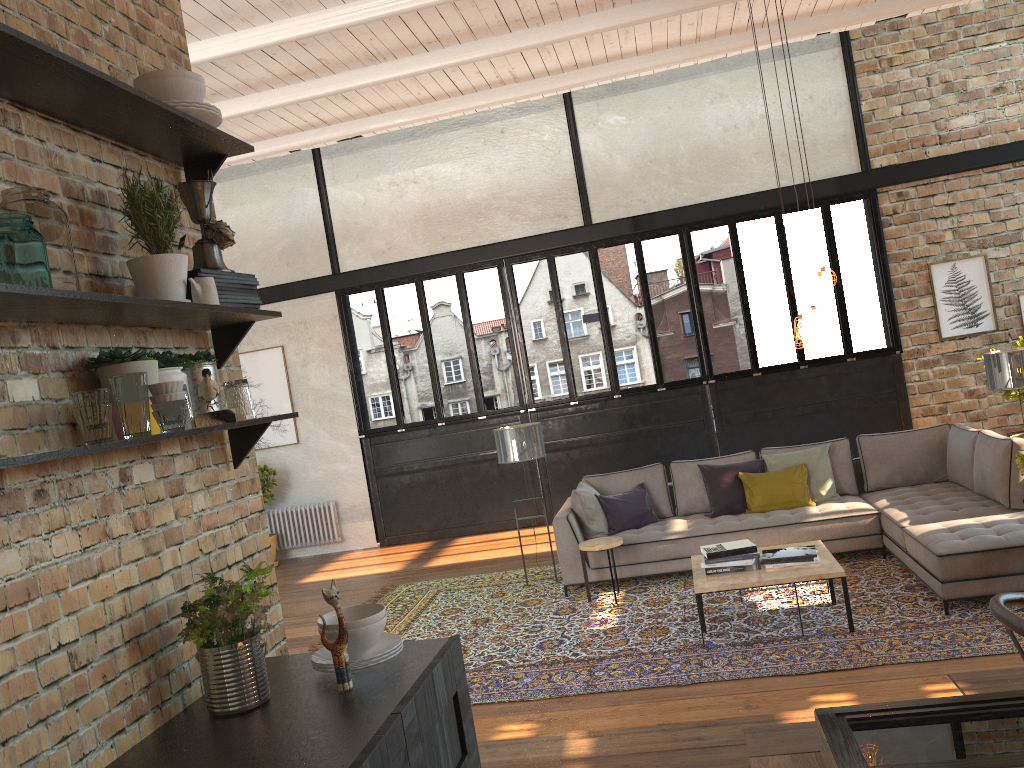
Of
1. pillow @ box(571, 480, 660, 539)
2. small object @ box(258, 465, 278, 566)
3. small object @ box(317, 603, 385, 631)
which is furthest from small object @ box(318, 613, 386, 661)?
small object @ box(258, 465, 278, 566)

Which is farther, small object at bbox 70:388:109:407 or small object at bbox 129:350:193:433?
small object at bbox 129:350:193:433

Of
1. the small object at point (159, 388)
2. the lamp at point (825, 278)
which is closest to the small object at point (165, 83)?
the small object at point (159, 388)

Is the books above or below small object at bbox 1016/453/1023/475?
below

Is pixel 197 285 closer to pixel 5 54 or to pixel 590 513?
pixel 5 54

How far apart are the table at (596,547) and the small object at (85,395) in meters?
5.3 m

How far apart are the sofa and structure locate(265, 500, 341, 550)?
4.5 meters

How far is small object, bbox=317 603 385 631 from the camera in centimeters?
223cm

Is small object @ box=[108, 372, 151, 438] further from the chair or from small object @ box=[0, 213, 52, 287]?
the chair

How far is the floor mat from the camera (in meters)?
5.06
